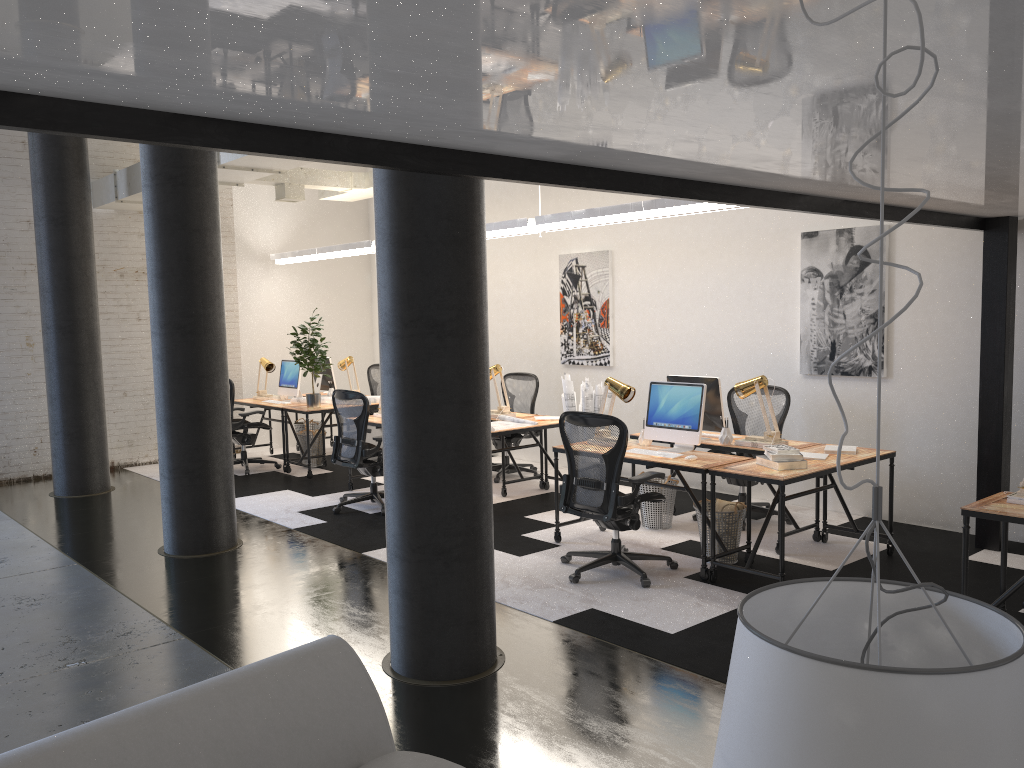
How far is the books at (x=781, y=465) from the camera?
5.4 meters

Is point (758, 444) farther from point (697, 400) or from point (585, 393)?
point (585, 393)

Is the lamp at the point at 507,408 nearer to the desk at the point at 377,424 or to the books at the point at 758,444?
the desk at the point at 377,424

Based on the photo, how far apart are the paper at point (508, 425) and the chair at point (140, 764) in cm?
515

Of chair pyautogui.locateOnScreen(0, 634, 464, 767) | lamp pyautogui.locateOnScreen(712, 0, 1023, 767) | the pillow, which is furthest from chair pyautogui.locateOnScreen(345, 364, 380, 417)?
lamp pyautogui.locateOnScreen(712, 0, 1023, 767)

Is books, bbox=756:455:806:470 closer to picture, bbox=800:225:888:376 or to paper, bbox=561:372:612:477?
picture, bbox=800:225:888:376

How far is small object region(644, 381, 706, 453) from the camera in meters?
6.0

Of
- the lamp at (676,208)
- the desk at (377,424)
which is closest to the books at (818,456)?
the lamp at (676,208)

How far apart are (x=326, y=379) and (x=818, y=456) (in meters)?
6.61

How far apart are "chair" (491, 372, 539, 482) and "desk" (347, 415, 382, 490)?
1.4 meters
